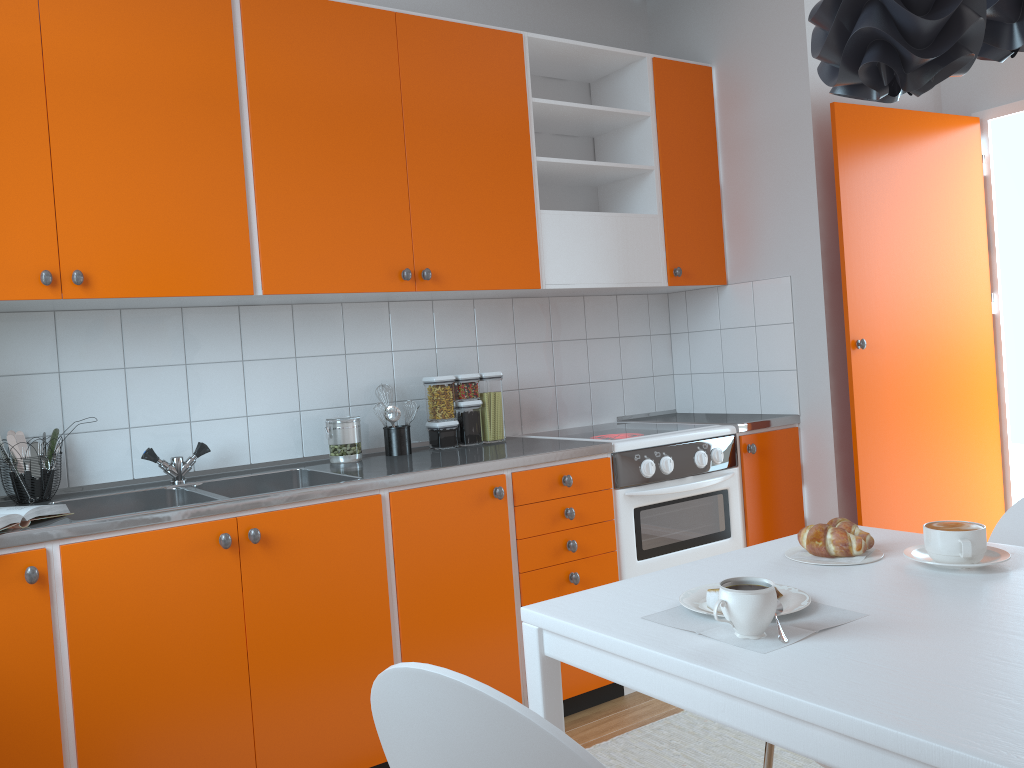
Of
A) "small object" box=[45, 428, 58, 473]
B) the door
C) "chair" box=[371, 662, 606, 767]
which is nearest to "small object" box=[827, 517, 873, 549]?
"chair" box=[371, 662, 606, 767]

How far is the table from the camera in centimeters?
92cm

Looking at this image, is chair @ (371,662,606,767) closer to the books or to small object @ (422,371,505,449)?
the books

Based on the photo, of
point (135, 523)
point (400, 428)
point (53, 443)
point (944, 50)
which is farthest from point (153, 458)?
point (944, 50)

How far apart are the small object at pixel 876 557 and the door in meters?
1.8 m

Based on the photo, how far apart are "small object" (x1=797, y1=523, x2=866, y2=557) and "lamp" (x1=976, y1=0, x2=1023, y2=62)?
0.8m

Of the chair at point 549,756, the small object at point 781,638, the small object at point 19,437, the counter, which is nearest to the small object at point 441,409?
the counter

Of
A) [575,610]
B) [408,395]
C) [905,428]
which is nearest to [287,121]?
[408,395]

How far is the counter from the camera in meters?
2.1

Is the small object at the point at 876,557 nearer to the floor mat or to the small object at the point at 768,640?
the small object at the point at 768,640
